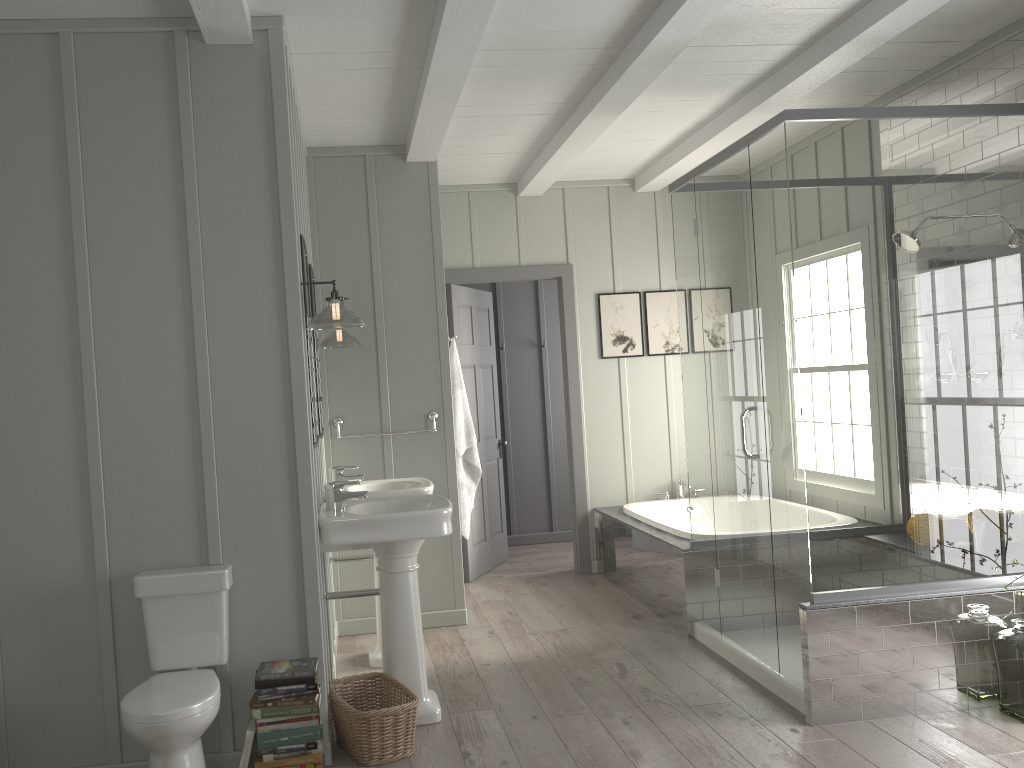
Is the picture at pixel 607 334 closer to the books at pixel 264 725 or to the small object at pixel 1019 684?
the small object at pixel 1019 684

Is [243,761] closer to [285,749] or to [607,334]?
[285,749]

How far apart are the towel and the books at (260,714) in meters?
2.2

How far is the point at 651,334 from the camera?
6.4m

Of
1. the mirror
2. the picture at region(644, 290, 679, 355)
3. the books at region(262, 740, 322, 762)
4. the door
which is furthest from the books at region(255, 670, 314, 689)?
the picture at region(644, 290, 679, 355)

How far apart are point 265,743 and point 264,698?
0.2 meters

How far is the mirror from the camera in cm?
362

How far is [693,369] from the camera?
4.51m

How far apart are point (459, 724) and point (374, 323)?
2.3 meters

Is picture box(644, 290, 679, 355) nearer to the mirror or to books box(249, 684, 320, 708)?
the mirror
